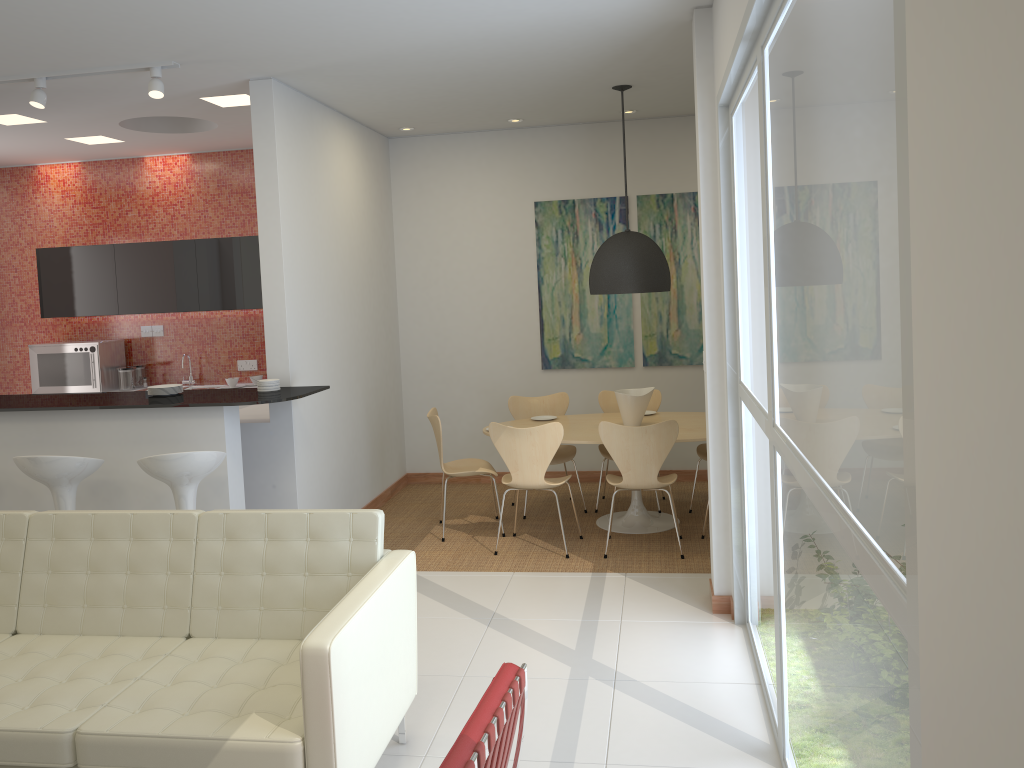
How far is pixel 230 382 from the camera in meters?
8.0 m

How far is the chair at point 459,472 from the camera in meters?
6.4 m

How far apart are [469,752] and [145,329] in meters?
7.6 m

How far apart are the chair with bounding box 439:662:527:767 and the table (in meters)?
3.72

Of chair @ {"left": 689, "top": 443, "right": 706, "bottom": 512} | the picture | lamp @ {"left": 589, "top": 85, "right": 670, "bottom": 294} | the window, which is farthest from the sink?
the window

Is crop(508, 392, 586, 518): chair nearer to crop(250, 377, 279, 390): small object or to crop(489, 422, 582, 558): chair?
crop(489, 422, 582, 558): chair

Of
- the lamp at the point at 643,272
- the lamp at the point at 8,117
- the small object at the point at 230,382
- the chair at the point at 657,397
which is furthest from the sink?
the lamp at the point at 643,272

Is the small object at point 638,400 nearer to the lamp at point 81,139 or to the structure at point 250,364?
the structure at point 250,364

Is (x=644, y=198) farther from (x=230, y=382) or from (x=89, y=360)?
(x=89, y=360)

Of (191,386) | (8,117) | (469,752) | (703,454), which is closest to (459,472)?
(703,454)
